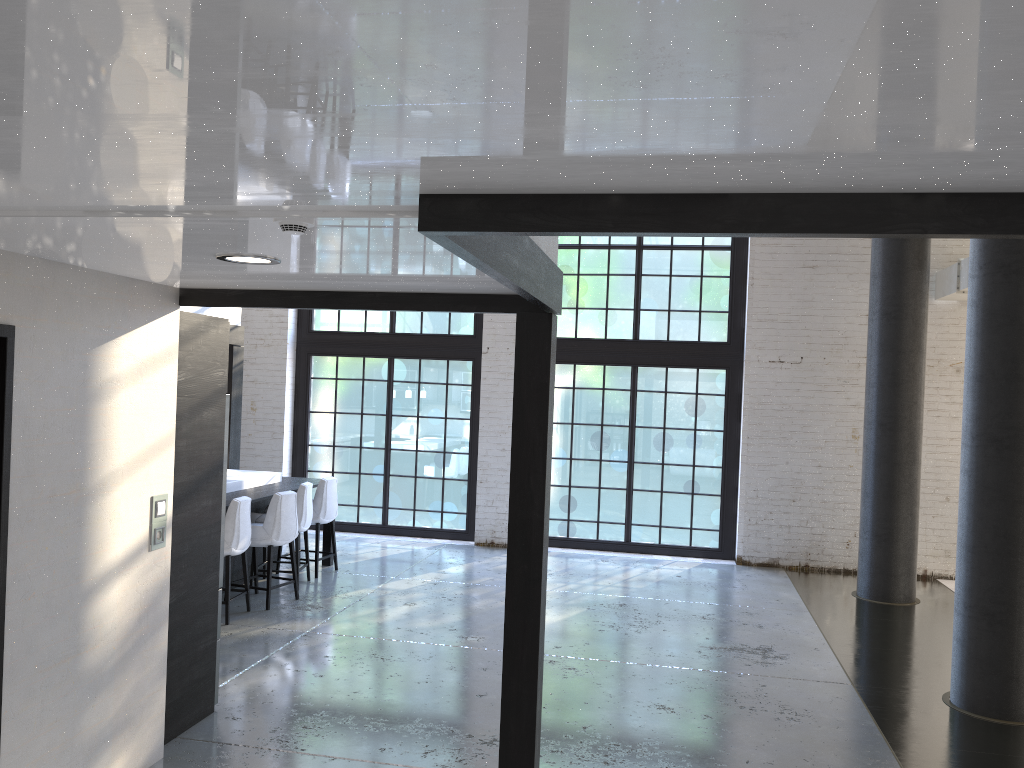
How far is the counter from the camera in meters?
7.8

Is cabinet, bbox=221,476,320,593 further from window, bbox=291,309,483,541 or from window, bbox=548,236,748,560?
window, bbox=548,236,748,560

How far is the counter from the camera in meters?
7.8

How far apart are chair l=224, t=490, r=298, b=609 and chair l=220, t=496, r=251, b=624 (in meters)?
0.16

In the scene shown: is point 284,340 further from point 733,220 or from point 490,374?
point 733,220

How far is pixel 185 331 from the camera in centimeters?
450cm

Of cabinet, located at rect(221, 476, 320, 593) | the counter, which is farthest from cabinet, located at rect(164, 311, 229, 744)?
the counter

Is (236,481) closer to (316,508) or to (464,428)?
(316,508)

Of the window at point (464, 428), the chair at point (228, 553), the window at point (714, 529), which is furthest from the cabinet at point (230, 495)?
the window at point (714, 529)

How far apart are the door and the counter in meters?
4.5
